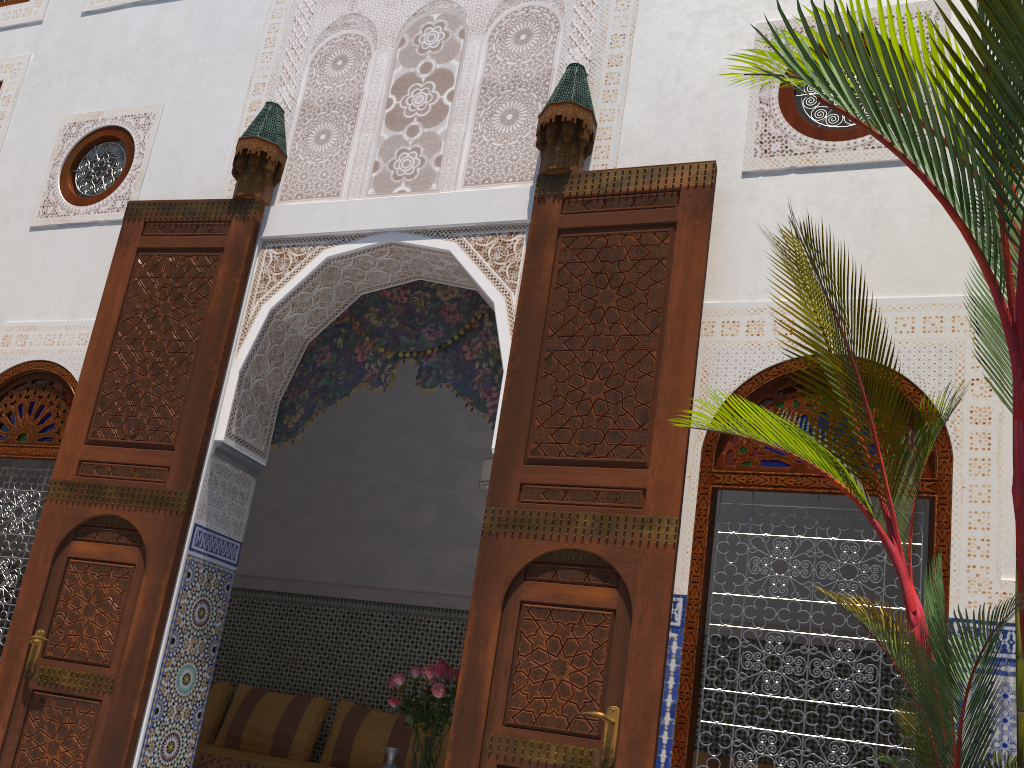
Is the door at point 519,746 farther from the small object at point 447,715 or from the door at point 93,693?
the door at point 93,693

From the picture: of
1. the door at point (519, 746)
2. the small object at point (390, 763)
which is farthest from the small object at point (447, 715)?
the door at point (519, 746)

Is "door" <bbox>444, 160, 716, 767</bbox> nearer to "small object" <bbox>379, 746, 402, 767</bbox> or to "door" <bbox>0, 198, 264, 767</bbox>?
"door" <bbox>0, 198, 264, 767</bbox>

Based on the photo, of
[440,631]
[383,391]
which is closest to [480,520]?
[440,631]

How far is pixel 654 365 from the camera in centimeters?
259cm

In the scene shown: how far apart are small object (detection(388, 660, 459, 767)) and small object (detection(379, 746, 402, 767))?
0.12m

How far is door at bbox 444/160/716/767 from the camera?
2.3 meters

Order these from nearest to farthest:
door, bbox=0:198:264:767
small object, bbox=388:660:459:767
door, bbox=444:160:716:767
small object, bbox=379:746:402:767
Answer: door, bbox=444:160:716:767 < door, bbox=0:198:264:767 < small object, bbox=388:660:459:767 < small object, bbox=379:746:402:767

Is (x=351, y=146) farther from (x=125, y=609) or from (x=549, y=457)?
(x=125, y=609)

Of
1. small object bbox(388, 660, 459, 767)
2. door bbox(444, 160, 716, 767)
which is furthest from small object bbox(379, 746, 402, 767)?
door bbox(444, 160, 716, 767)
